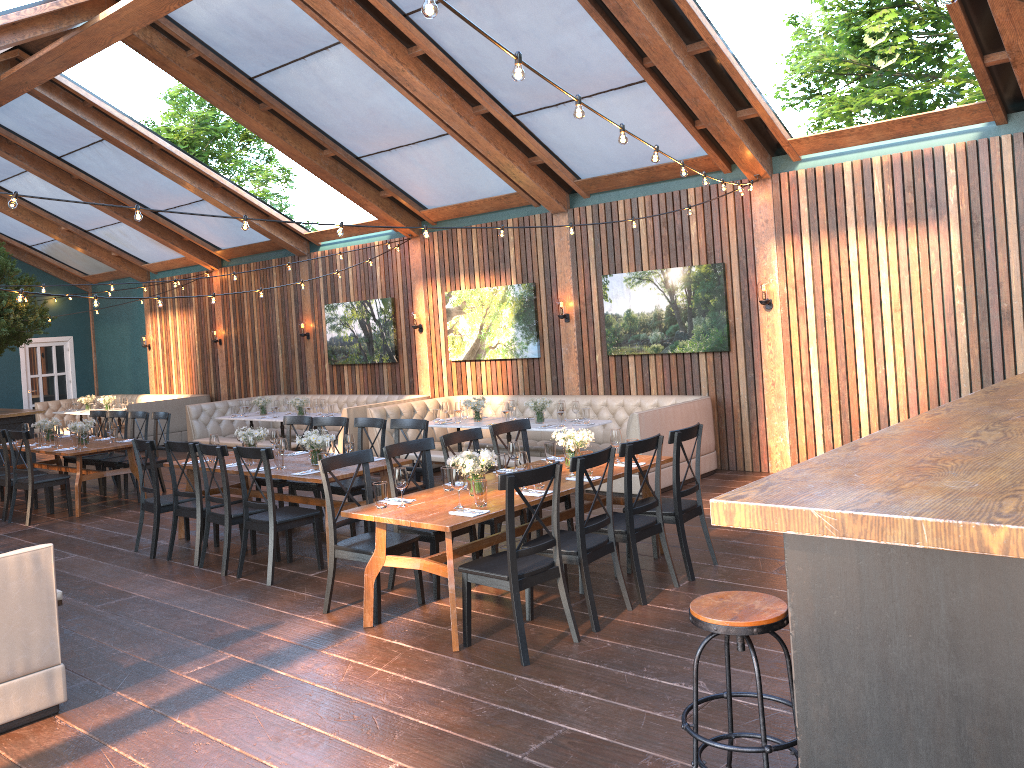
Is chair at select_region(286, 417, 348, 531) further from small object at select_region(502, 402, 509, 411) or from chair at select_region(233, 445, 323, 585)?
small object at select_region(502, 402, 509, 411)

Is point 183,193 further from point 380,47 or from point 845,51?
point 845,51

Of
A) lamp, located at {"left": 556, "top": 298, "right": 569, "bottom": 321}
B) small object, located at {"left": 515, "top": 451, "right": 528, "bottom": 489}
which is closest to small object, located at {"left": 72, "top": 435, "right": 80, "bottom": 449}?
lamp, located at {"left": 556, "top": 298, "right": 569, "bottom": 321}

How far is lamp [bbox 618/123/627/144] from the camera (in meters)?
4.88

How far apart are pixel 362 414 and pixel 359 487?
3.93m

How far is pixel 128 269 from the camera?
18.1m

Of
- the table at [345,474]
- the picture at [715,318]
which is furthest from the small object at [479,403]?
the table at [345,474]

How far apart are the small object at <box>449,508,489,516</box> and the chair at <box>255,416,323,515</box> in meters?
4.0 m

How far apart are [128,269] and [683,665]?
16.47m

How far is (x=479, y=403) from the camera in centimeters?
1058cm
